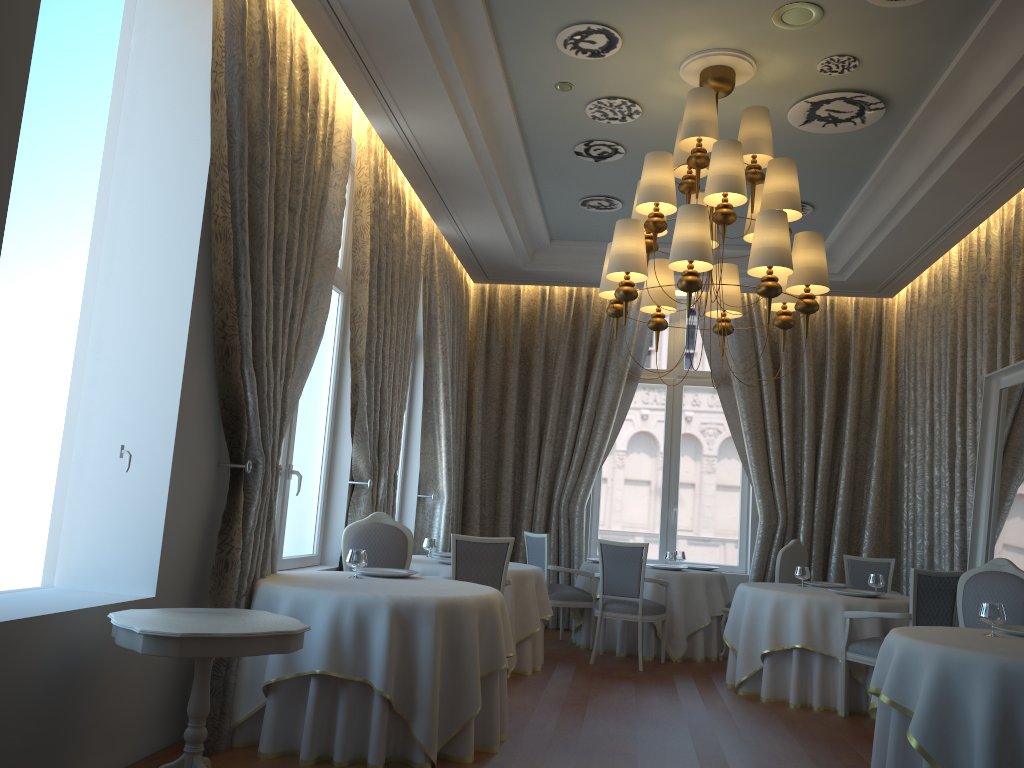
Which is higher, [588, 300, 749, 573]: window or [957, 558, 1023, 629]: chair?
[588, 300, 749, 573]: window

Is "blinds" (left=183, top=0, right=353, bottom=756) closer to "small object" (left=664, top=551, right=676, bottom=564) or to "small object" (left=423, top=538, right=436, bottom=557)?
"small object" (left=423, top=538, right=436, bottom=557)

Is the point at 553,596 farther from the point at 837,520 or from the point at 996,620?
the point at 996,620

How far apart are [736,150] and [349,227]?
3.5 meters

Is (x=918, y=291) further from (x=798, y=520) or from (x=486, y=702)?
(x=486, y=702)

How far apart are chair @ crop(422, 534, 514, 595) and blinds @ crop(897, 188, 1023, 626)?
4.2m

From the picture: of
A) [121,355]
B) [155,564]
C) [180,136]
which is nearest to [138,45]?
[180,136]

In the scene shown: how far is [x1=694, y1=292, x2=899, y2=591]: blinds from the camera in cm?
994

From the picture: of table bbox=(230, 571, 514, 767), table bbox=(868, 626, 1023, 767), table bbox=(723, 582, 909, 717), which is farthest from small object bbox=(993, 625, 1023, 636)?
table bbox=(230, 571, 514, 767)

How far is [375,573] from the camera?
5.42m
